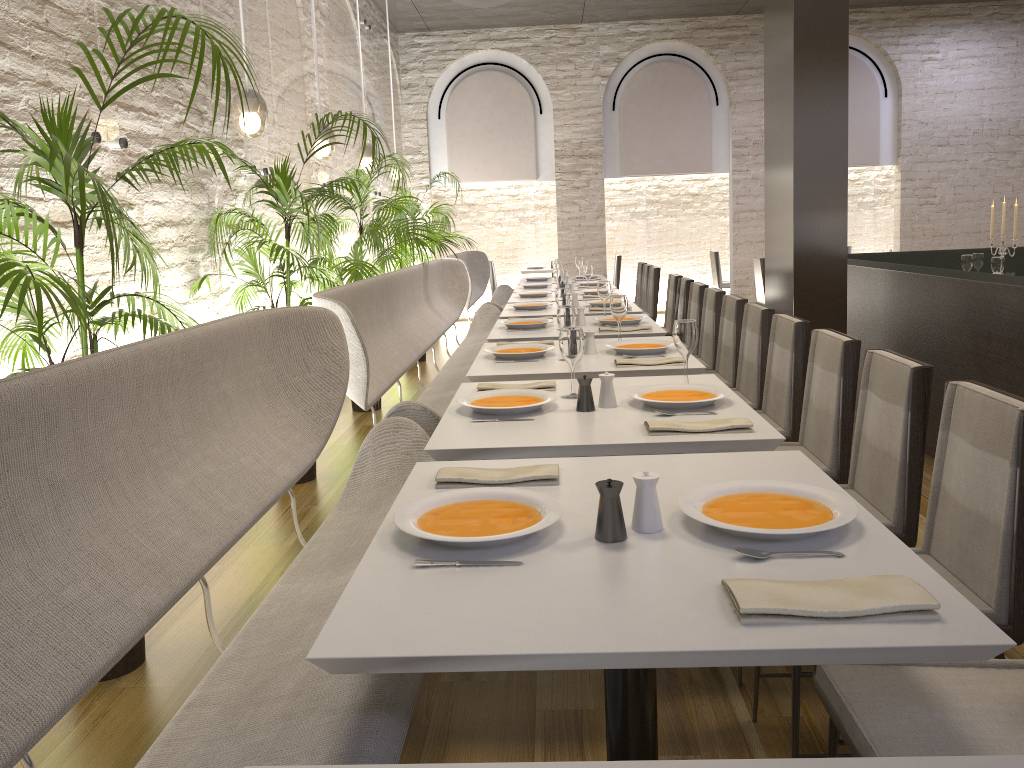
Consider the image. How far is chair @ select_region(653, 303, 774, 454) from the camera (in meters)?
4.11

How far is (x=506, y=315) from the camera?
5.8 meters

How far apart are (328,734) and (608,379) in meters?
1.5 m

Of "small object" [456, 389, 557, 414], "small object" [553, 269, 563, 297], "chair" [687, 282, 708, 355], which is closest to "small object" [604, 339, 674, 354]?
"small object" [456, 389, 557, 414]

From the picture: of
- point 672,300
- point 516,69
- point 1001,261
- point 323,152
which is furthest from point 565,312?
point 516,69

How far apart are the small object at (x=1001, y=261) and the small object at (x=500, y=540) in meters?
5.5

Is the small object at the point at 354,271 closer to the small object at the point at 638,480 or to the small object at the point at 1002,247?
the small object at the point at 1002,247

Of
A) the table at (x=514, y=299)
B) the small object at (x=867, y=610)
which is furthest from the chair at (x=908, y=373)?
the table at (x=514, y=299)

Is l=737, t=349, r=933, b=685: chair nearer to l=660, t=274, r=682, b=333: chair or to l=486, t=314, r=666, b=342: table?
l=486, t=314, r=666, b=342: table

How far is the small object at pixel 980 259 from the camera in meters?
6.7
